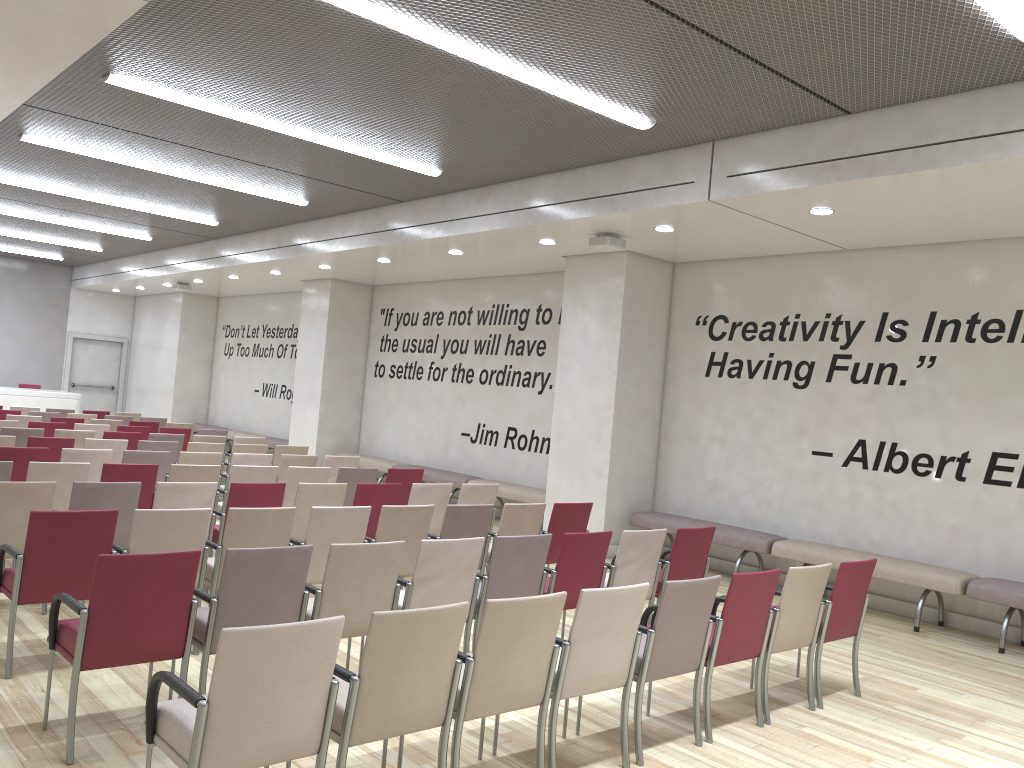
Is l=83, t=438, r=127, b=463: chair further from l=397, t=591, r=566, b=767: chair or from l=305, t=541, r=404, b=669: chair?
l=397, t=591, r=566, b=767: chair

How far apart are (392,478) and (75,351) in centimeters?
1607cm

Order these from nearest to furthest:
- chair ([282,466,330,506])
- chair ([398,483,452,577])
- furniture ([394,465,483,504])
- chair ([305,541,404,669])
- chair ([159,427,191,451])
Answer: chair ([305,541,404,669]), chair ([398,483,452,577]), chair ([282,466,330,506]), chair ([159,427,191,451]), furniture ([394,465,483,504])

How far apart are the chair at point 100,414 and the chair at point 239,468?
8.48m

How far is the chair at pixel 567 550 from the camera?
5.6 meters

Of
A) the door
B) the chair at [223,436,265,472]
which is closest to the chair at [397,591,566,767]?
the chair at [223,436,265,472]

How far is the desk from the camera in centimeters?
1757cm

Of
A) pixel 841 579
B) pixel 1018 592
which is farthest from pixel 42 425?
pixel 1018 592

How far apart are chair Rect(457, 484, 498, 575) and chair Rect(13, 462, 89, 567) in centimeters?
315cm

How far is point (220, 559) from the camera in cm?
539
